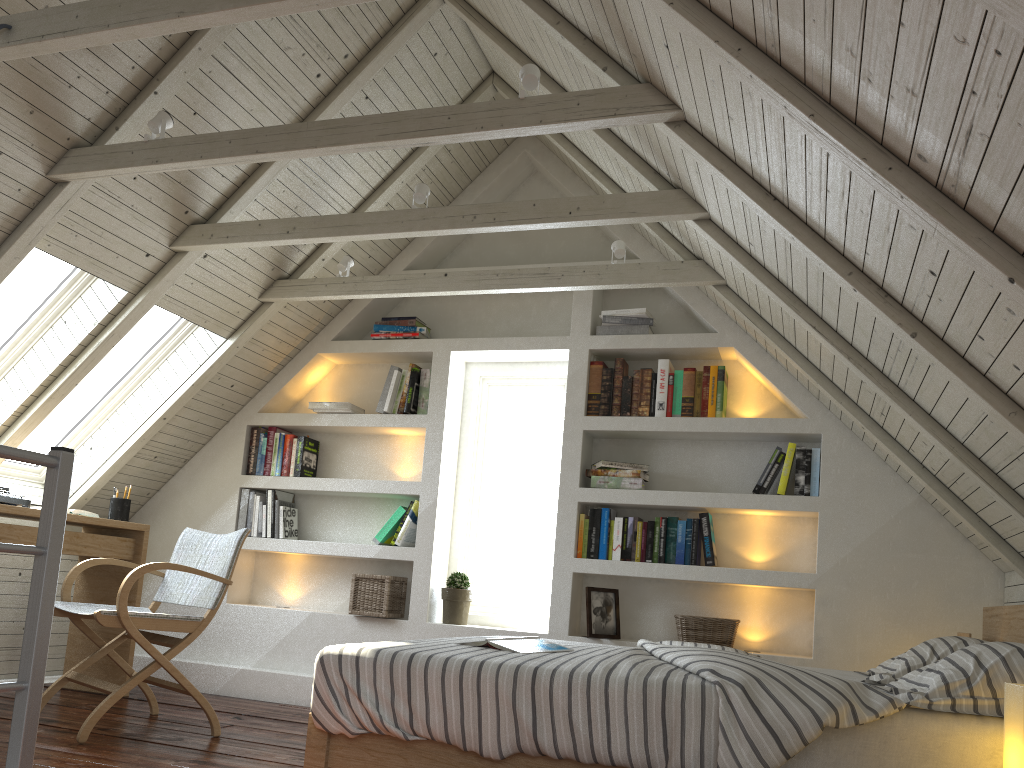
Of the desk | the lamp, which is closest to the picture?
the desk

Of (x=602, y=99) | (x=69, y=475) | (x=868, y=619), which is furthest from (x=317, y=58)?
(x=868, y=619)

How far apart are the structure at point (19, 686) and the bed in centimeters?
69cm

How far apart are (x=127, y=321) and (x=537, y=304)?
1.93m

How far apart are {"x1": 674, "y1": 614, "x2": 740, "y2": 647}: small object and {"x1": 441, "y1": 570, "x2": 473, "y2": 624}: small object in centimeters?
98cm

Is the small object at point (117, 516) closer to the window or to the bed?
the window

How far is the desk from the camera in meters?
3.6

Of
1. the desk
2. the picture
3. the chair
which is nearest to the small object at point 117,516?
the desk

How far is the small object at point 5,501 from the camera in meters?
3.4

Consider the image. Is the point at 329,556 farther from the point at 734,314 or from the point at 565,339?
the point at 734,314
